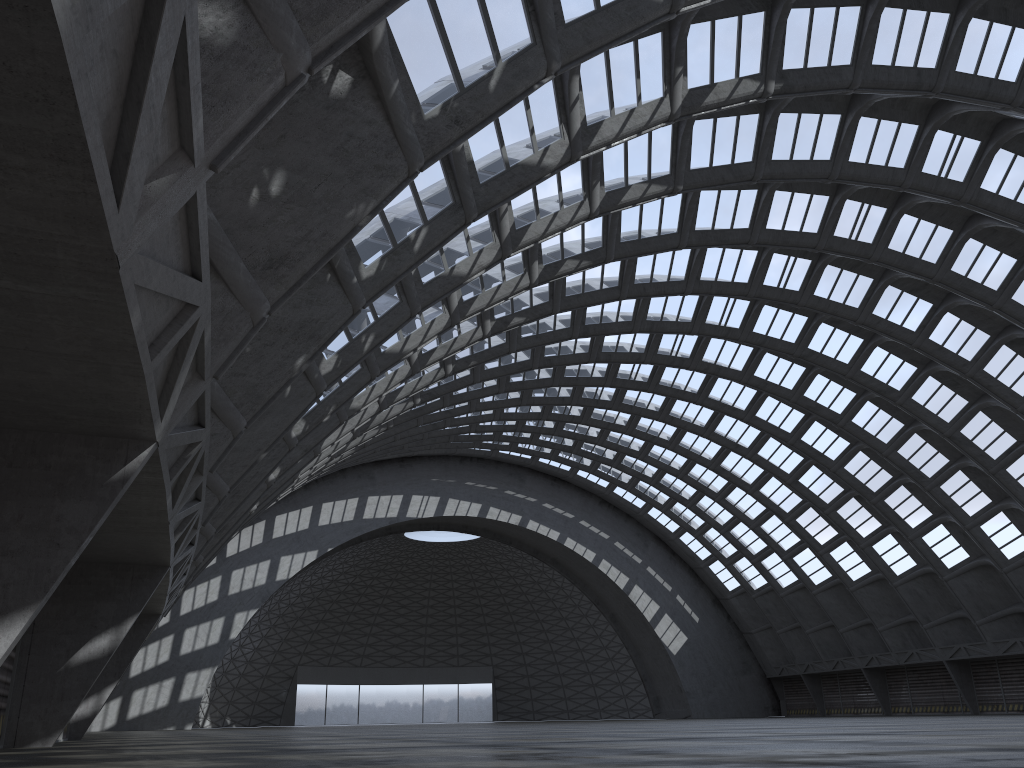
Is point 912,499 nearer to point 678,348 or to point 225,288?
point 678,348
